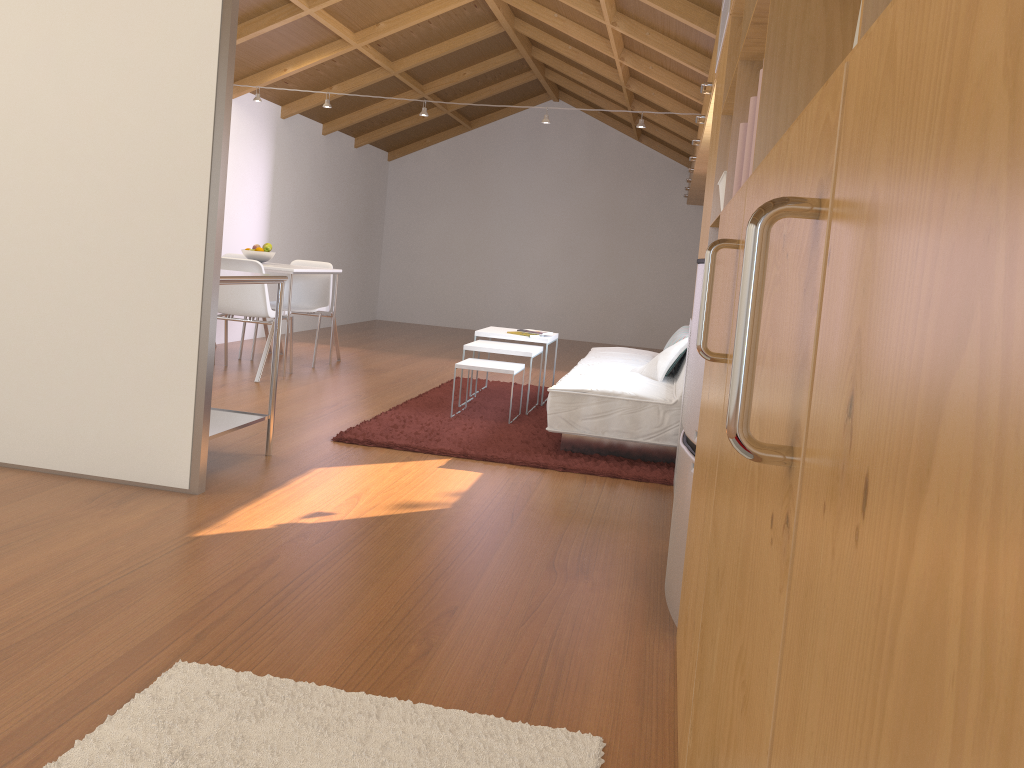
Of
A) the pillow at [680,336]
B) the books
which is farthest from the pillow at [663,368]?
the books

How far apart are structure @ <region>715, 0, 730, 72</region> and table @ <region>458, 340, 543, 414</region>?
2.28m

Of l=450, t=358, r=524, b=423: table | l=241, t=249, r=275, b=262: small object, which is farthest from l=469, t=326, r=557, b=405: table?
l=241, t=249, r=275, b=262: small object

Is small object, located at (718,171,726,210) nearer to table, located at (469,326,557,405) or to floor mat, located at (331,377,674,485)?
floor mat, located at (331,377,674,485)

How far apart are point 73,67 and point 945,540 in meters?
3.5 m

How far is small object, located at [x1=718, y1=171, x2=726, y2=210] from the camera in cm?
253

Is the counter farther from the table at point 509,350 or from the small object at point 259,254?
the small object at point 259,254

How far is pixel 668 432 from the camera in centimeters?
417cm

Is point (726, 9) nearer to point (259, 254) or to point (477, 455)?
point (477, 455)

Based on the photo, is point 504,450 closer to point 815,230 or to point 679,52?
point 679,52
